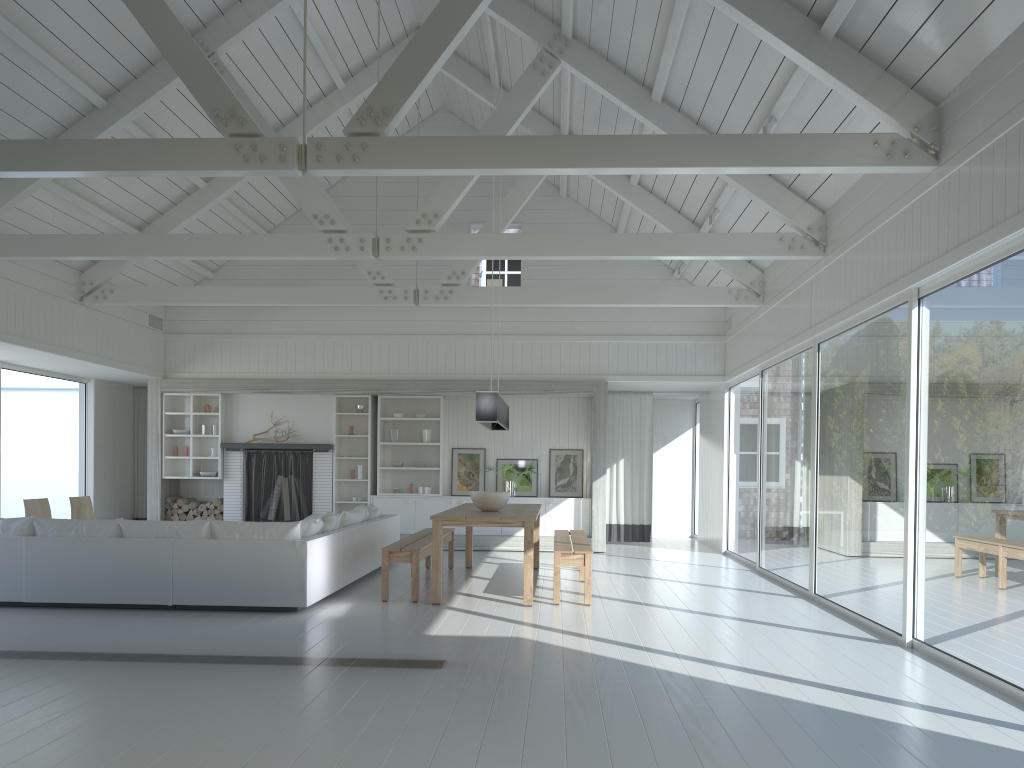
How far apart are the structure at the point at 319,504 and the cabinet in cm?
64

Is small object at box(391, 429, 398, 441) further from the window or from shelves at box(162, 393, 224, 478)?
the window

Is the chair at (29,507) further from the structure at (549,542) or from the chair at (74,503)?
the structure at (549,542)

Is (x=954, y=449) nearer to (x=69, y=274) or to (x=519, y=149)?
(x=519, y=149)

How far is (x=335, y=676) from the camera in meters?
4.8 m

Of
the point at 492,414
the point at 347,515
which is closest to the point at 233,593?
the point at 347,515

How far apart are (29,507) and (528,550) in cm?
565

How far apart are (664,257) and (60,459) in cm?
1154

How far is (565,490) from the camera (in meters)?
12.74

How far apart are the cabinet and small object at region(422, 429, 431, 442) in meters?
0.9
